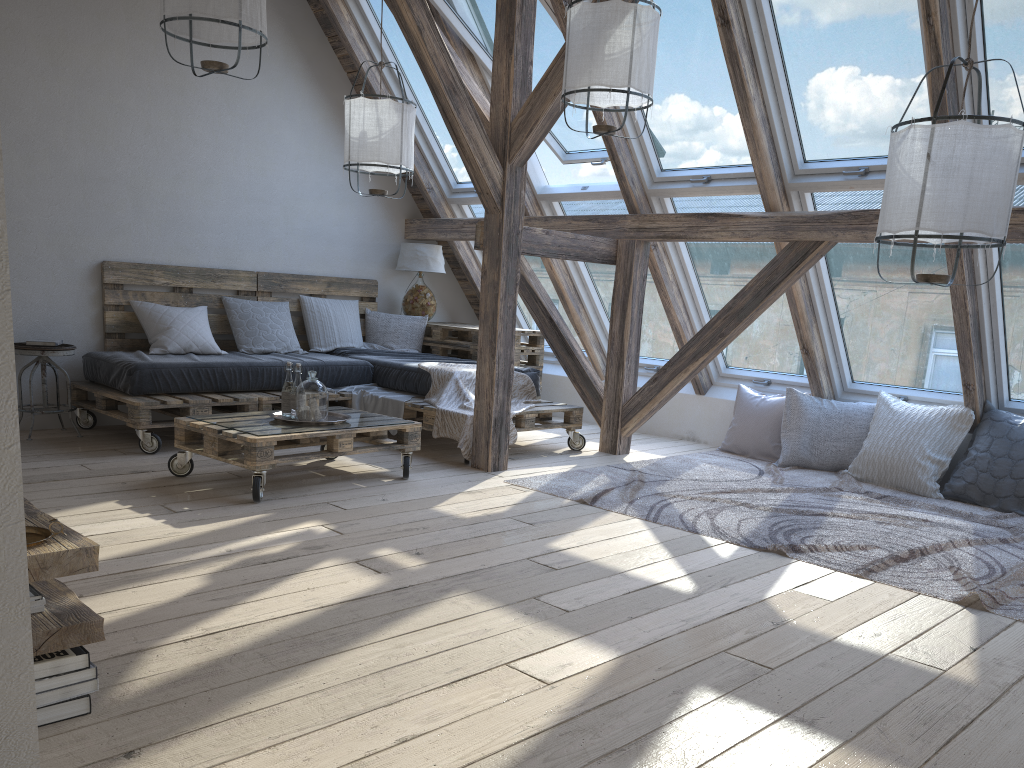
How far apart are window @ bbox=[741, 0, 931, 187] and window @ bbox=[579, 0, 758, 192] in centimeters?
21cm

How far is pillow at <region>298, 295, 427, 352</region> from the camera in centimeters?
631cm

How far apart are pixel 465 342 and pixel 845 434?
2.7m

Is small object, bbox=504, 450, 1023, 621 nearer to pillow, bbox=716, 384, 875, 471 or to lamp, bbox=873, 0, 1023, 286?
pillow, bbox=716, 384, 875, 471

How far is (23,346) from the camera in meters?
4.8

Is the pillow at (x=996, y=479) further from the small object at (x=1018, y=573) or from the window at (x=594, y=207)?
the window at (x=594, y=207)

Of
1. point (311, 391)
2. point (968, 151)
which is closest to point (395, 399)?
point (311, 391)

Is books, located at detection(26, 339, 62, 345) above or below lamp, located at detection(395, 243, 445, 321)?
below

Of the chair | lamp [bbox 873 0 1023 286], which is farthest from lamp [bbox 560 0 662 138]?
the chair

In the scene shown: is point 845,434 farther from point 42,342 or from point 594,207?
point 42,342
